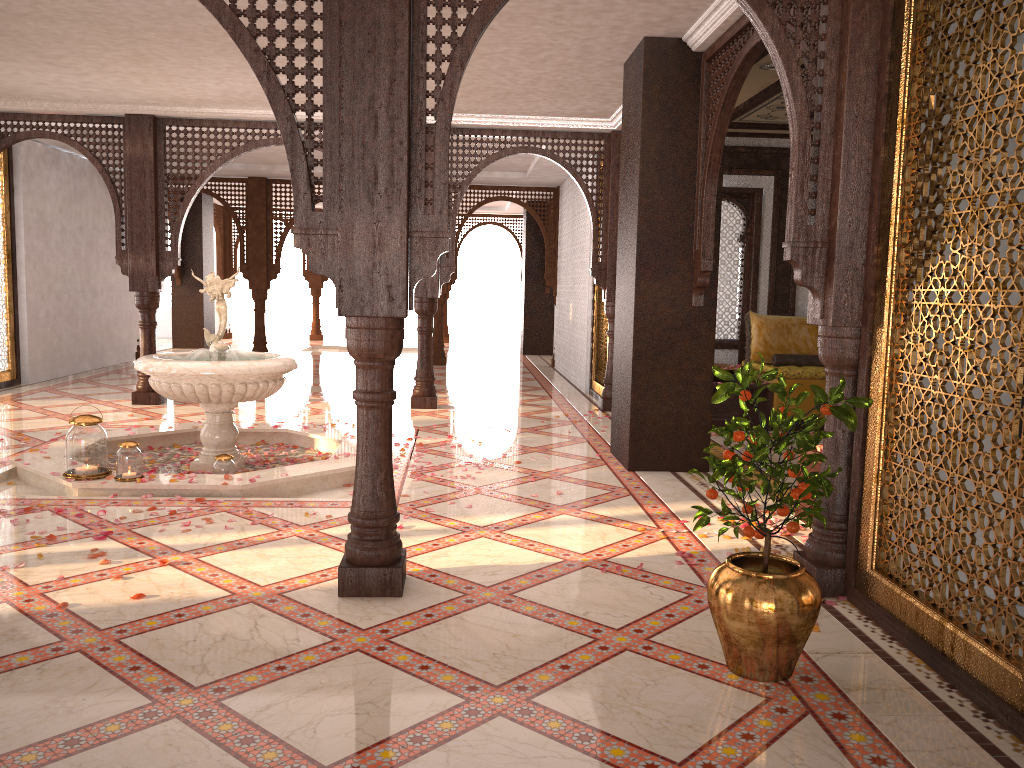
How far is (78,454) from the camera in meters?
5.1 m

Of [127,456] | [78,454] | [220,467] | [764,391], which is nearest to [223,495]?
[220,467]

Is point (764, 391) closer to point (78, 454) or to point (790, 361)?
point (790, 361)

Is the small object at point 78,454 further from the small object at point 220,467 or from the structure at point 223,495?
the small object at point 220,467

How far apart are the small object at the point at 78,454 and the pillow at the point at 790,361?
6.0 meters

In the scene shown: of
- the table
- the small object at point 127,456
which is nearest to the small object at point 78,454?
the small object at point 127,456

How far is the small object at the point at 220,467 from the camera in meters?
5.5 m

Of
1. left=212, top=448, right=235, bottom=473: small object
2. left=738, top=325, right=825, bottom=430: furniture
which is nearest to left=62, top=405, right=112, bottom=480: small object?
left=212, top=448, right=235, bottom=473: small object

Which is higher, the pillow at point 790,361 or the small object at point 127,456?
the pillow at point 790,361

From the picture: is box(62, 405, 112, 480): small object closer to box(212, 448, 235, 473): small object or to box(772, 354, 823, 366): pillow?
box(212, 448, 235, 473): small object
